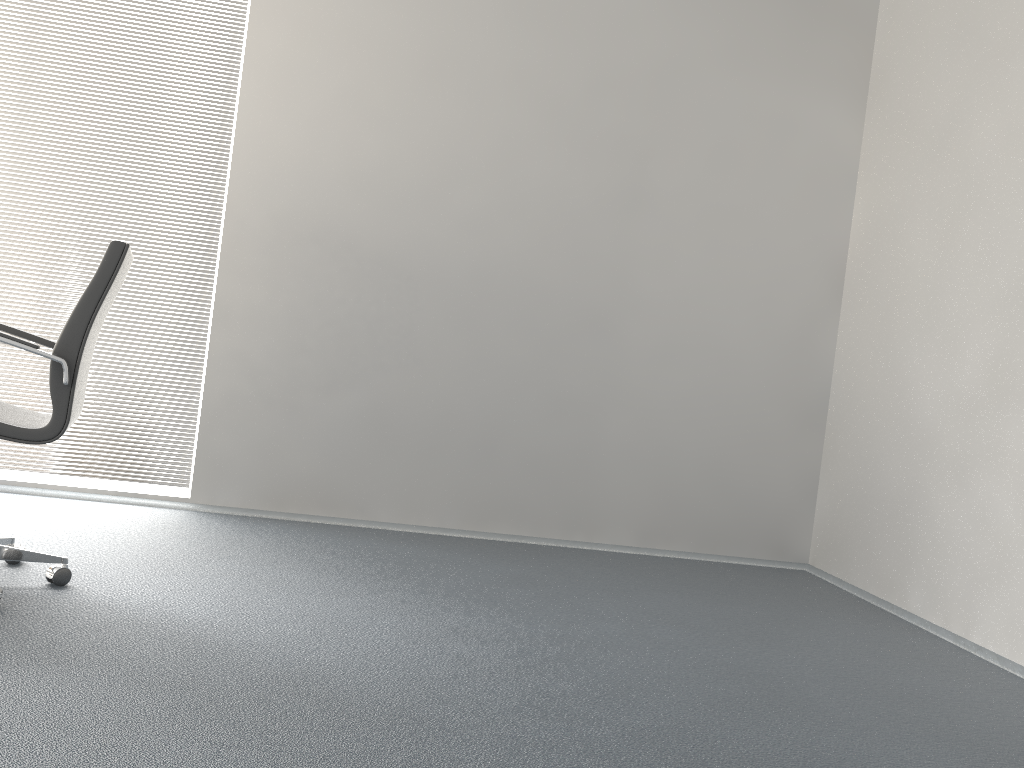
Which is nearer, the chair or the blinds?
the chair

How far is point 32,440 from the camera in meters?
2.5

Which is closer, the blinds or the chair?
the chair

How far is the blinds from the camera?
4.08m

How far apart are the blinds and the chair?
1.3 meters

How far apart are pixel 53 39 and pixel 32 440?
2.5m

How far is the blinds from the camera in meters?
4.1

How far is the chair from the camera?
2.5 meters

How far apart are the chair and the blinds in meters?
1.3 m
